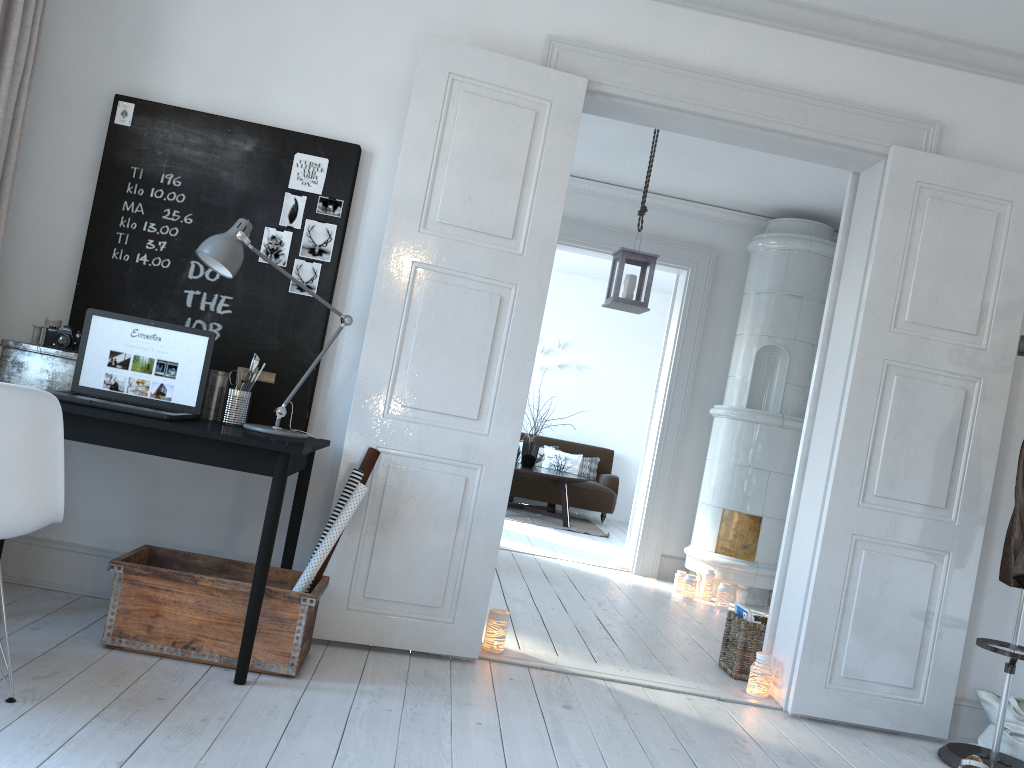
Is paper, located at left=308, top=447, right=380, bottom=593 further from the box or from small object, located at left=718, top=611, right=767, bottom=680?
small object, located at left=718, top=611, right=767, bottom=680

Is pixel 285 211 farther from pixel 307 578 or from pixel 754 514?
pixel 754 514

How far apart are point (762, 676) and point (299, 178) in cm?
277

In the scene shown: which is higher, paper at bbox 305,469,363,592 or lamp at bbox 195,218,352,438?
lamp at bbox 195,218,352,438

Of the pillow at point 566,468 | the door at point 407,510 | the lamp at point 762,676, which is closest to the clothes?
the door at point 407,510

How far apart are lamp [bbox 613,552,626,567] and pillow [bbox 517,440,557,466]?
3.4 meters

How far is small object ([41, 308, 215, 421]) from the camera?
3.0m

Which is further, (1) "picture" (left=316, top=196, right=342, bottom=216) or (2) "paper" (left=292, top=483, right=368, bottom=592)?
(1) "picture" (left=316, top=196, right=342, bottom=216)

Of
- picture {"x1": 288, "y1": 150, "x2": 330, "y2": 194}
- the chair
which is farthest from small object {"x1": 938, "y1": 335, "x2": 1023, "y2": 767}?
the chair

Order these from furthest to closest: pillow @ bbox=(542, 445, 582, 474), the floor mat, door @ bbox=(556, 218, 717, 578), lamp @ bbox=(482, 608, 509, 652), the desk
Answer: pillow @ bbox=(542, 445, 582, 474) → the floor mat → door @ bbox=(556, 218, 717, 578) → lamp @ bbox=(482, 608, 509, 652) → the desk
